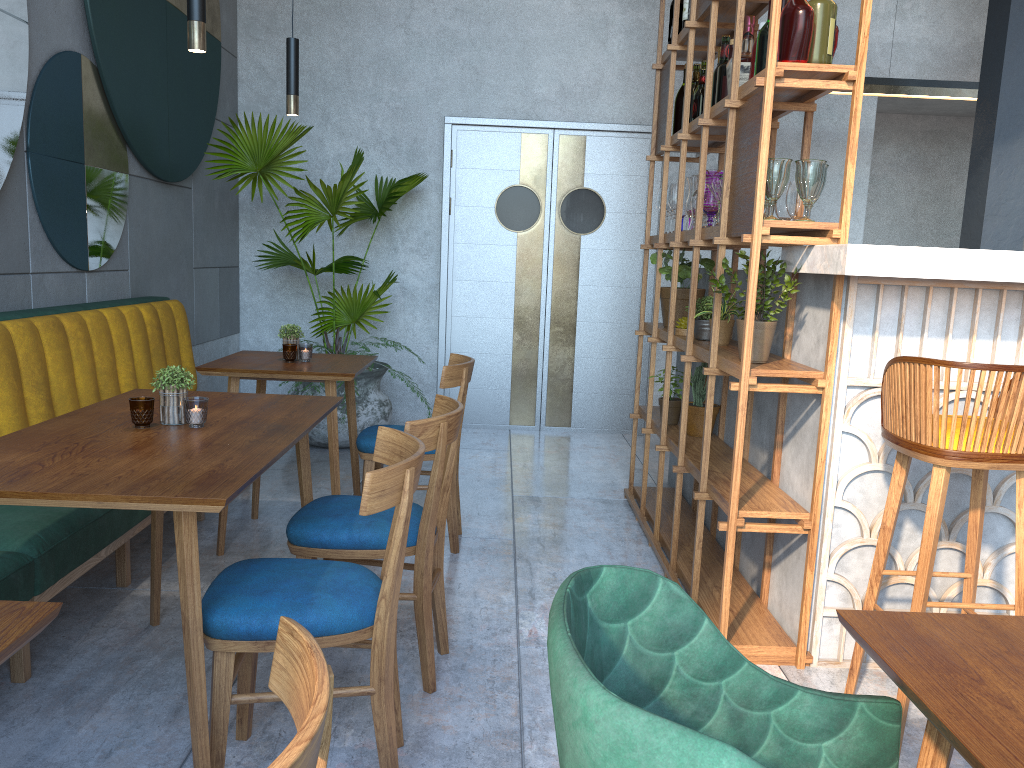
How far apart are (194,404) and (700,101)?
2.47m

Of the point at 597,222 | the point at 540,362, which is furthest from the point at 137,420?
the point at 597,222

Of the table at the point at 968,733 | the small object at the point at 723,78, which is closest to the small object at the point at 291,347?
the small object at the point at 723,78

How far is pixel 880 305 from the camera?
2.6m

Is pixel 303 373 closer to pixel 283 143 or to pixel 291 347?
pixel 291 347

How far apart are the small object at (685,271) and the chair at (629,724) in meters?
3.0

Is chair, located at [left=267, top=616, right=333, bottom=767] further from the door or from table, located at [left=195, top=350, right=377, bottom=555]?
the door

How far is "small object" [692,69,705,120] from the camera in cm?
366

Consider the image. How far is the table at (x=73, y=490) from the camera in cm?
161

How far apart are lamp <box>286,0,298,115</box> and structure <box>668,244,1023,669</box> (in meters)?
1.90
